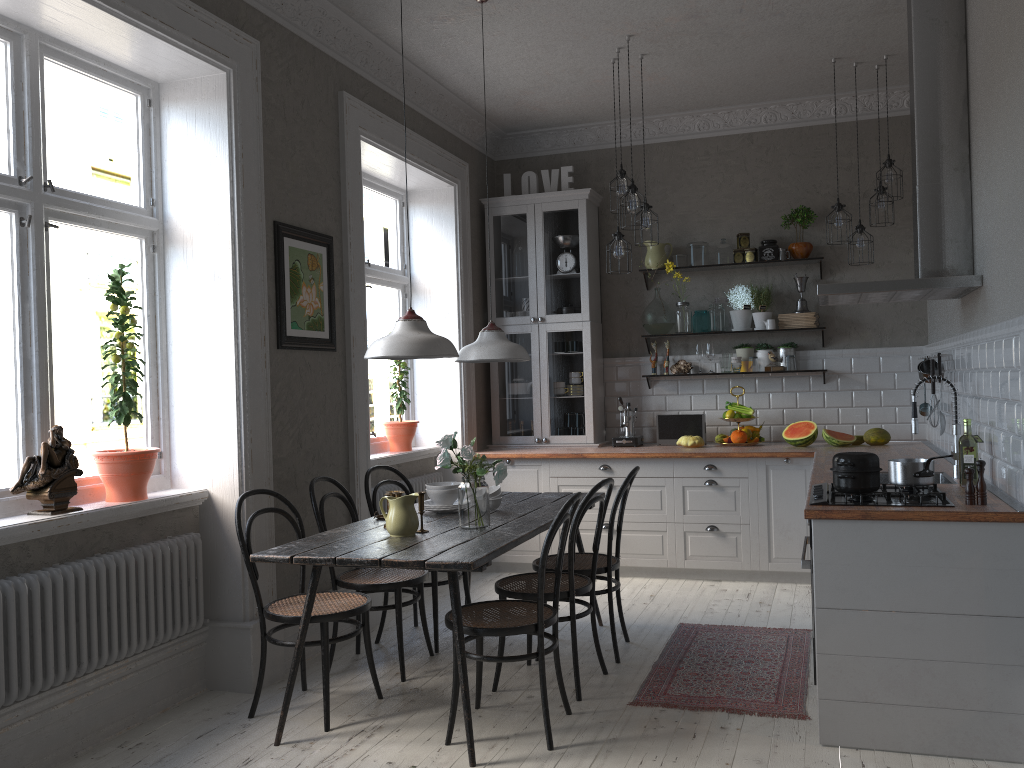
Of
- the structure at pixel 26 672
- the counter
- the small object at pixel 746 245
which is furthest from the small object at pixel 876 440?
the structure at pixel 26 672

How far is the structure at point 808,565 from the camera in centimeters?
327cm

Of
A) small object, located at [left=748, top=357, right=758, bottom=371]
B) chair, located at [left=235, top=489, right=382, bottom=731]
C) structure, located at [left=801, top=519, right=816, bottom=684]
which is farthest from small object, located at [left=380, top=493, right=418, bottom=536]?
small object, located at [left=748, top=357, right=758, bottom=371]

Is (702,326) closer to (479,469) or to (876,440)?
(876,440)

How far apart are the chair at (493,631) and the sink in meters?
1.6 m

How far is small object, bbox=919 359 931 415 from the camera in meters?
5.5 m

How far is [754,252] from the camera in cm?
631

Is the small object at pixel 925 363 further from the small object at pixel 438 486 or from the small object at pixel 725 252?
the small object at pixel 438 486

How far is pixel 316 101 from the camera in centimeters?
469cm

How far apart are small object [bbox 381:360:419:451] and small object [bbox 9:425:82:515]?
2.68m
